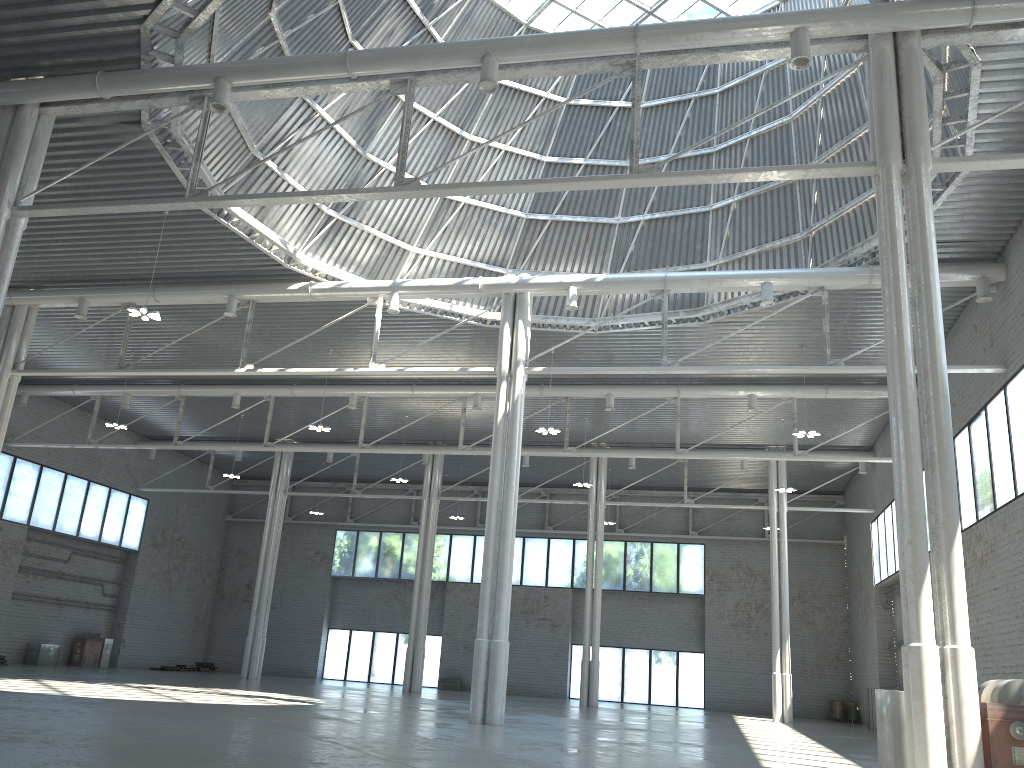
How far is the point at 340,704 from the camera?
34.6 meters

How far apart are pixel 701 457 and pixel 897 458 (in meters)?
26.48
